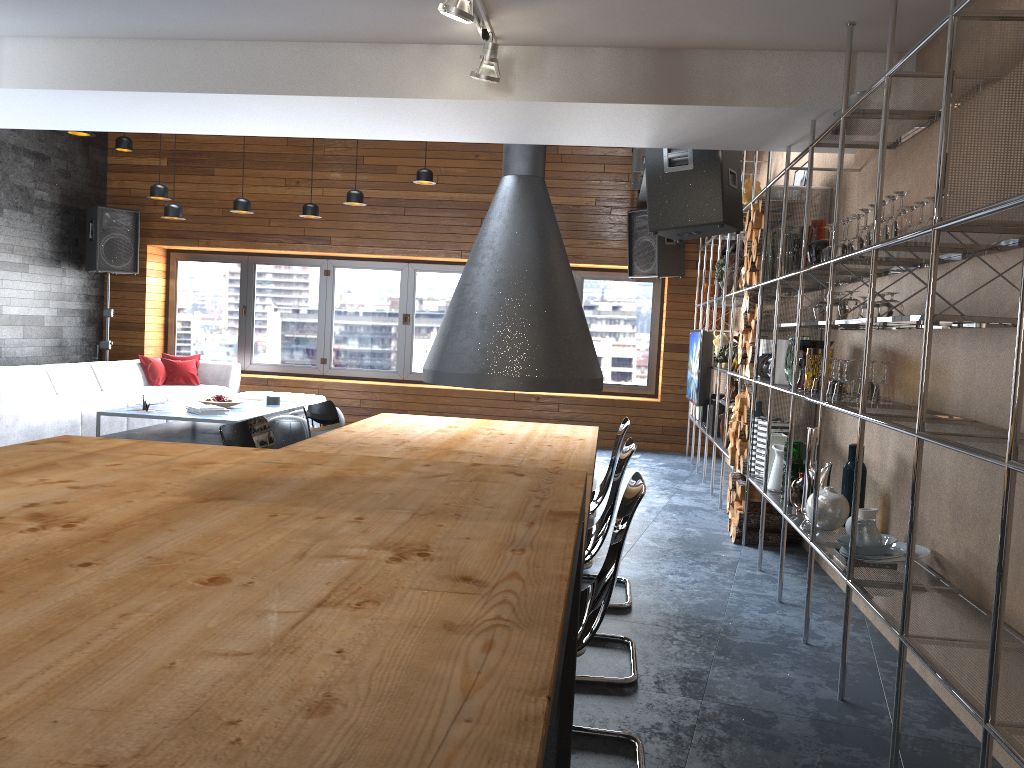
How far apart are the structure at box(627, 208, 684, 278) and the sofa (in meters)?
3.43

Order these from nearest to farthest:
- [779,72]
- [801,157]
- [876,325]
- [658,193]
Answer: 1. [876,325]
2. [779,72]
3. [801,157]
4. [658,193]

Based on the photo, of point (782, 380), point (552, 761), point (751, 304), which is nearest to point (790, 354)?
point (782, 380)

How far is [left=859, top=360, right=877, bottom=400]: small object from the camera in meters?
3.7 m

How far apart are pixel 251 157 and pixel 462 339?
5.6 meters

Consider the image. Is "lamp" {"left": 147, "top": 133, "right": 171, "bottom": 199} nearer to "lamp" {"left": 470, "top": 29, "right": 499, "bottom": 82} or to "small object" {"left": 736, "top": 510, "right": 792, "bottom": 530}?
"lamp" {"left": 470, "top": 29, "right": 499, "bottom": 82}

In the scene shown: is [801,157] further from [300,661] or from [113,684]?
[113,684]

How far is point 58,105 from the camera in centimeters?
455cm

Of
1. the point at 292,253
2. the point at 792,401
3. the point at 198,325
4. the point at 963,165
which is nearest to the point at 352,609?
the point at 963,165

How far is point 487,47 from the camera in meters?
3.7 m
